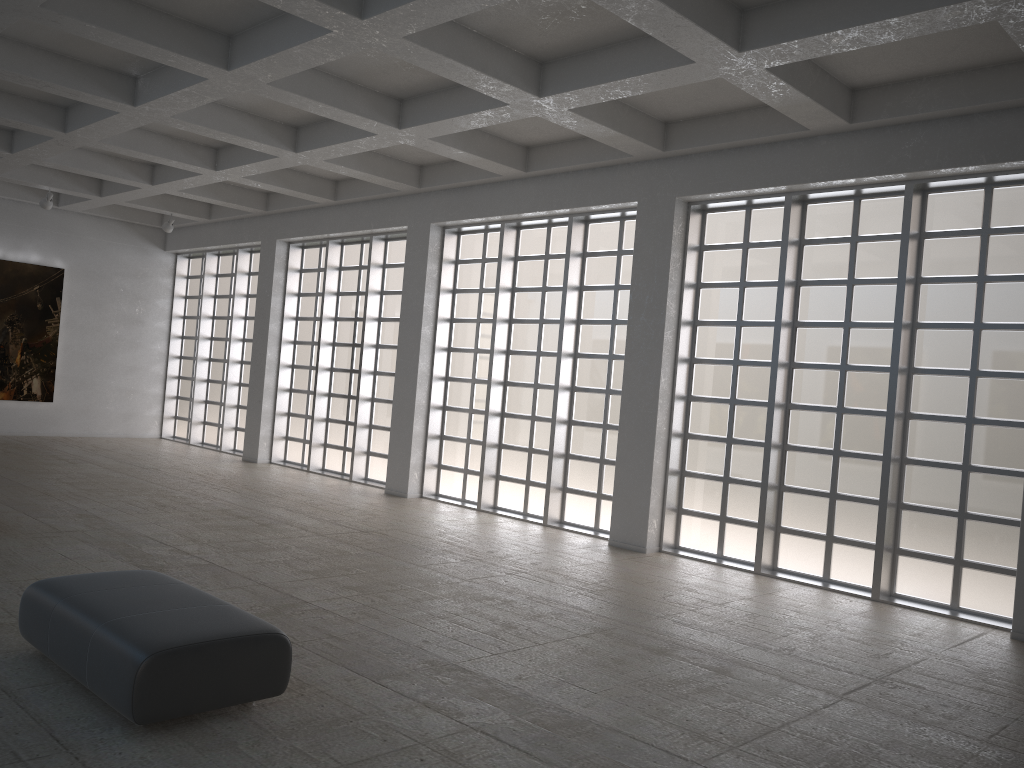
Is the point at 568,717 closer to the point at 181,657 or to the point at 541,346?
the point at 181,657
